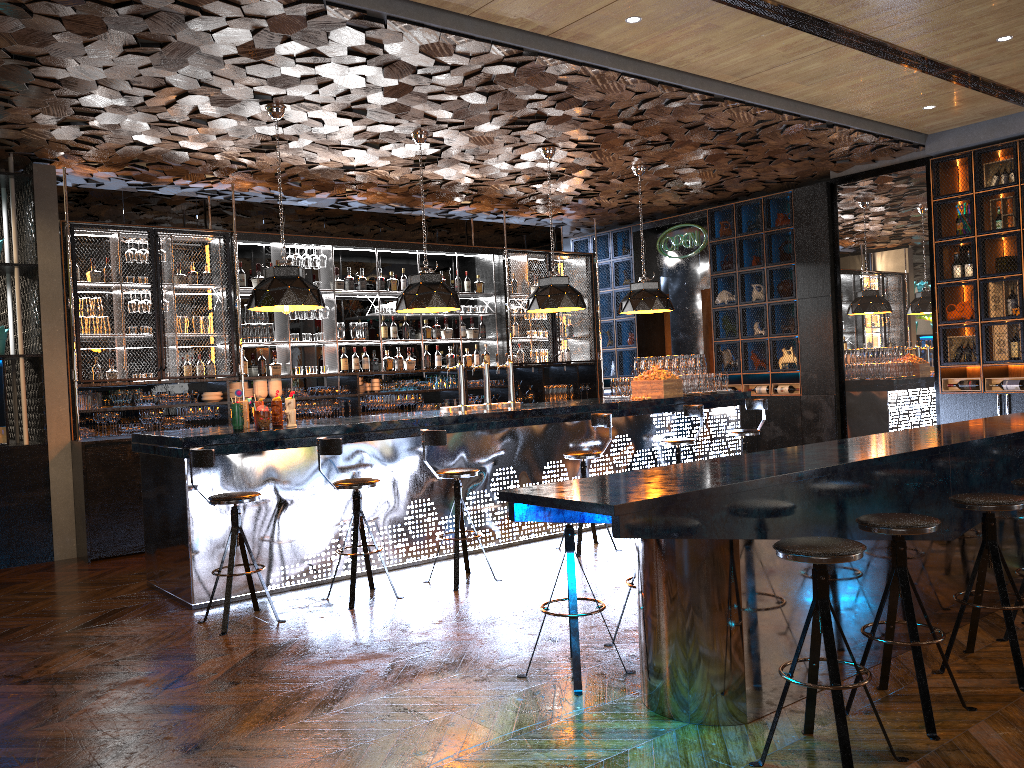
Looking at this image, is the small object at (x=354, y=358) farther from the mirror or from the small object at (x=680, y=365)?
the mirror

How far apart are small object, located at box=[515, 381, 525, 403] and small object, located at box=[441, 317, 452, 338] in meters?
1.3

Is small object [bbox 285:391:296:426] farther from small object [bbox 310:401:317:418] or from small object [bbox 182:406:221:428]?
small object [bbox 310:401:317:418]

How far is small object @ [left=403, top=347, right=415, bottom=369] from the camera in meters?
10.6 m

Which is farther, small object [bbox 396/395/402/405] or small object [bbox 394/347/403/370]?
small object [bbox 394/347/403/370]

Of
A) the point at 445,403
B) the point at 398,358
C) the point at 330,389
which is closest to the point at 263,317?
the point at 330,389

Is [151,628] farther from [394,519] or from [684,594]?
[684,594]

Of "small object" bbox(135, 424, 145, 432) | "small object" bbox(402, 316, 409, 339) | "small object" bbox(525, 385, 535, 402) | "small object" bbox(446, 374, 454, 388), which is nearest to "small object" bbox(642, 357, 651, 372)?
"small object" bbox(525, 385, 535, 402)

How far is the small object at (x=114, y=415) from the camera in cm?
837

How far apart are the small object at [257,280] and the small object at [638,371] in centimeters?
415cm
